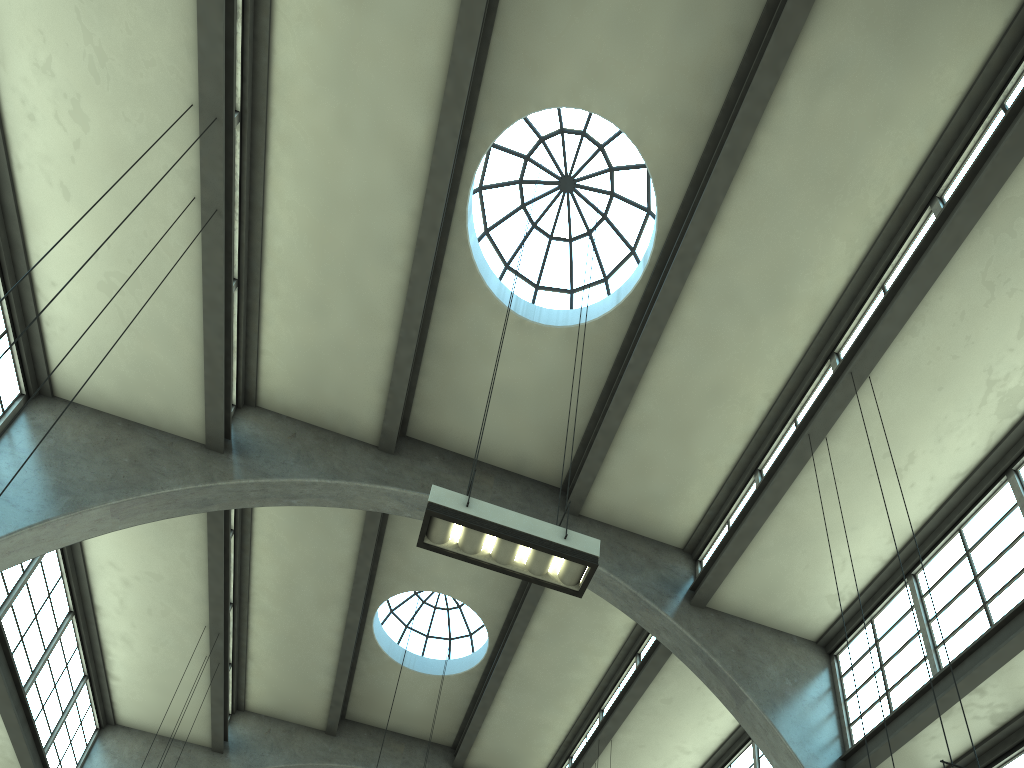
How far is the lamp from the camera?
6.75m

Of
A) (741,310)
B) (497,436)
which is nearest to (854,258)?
(741,310)

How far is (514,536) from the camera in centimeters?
675cm

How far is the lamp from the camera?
6.8m
